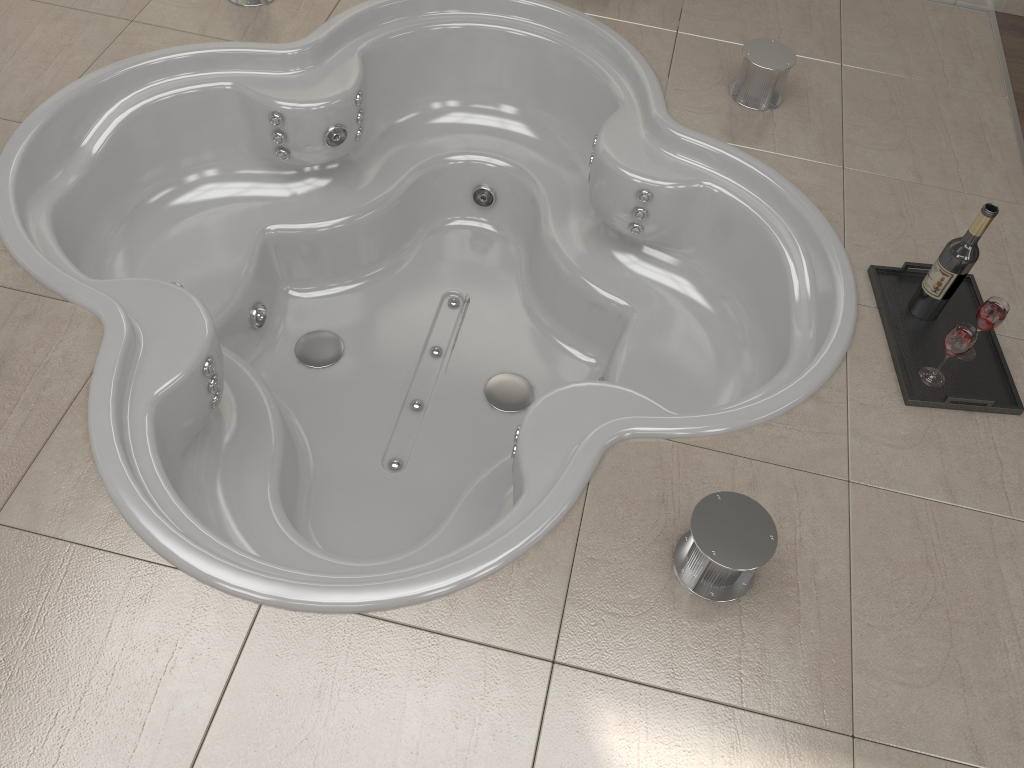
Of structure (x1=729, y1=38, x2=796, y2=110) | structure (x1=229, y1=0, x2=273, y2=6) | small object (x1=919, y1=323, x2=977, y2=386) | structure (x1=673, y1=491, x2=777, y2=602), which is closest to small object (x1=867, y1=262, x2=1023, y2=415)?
small object (x1=919, y1=323, x2=977, y2=386)

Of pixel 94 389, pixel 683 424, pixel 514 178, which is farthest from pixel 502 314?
pixel 94 389

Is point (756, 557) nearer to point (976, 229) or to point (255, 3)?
point (976, 229)

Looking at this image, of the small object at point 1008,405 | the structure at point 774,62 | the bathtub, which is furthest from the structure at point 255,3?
the small object at point 1008,405

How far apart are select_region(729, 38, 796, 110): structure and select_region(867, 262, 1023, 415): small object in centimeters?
65cm

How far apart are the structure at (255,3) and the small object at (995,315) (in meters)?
2.10

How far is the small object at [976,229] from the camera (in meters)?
1.83

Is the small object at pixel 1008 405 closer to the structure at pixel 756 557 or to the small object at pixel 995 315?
the small object at pixel 995 315

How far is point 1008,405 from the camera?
1.9m

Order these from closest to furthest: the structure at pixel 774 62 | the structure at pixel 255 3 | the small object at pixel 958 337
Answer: the small object at pixel 958 337
the structure at pixel 774 62
the structure at pixel 255 3
